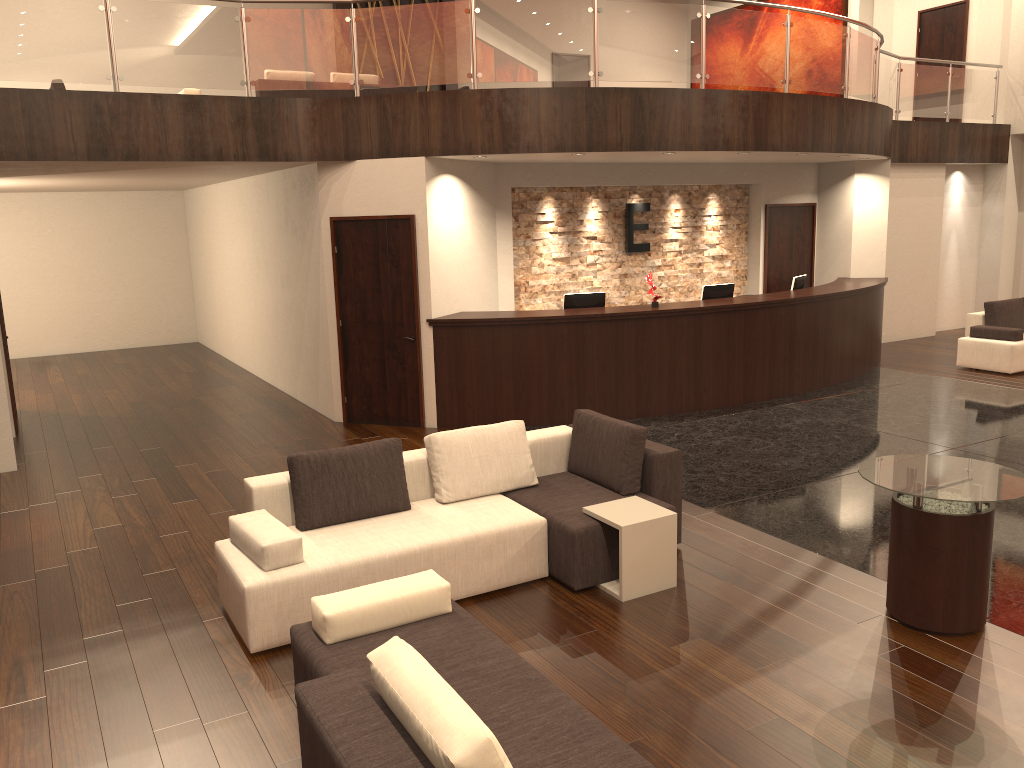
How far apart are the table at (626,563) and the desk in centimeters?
390cm

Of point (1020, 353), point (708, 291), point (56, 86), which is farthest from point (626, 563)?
point (56, 86)

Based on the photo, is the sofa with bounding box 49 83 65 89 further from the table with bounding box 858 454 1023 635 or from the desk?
the table with bounding box 858 454 1023 635

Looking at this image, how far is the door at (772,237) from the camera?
12.65m

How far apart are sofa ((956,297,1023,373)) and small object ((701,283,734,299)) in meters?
3.6

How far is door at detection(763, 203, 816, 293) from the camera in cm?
1265

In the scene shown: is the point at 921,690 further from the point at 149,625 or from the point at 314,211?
the point at 314,211

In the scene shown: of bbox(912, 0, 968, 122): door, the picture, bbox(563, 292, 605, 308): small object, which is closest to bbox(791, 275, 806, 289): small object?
bbox(563, 292, 605, 308): small object

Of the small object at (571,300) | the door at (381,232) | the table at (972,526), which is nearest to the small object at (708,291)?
the small object at (571,300)

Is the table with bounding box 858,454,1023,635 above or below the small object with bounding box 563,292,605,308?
below
